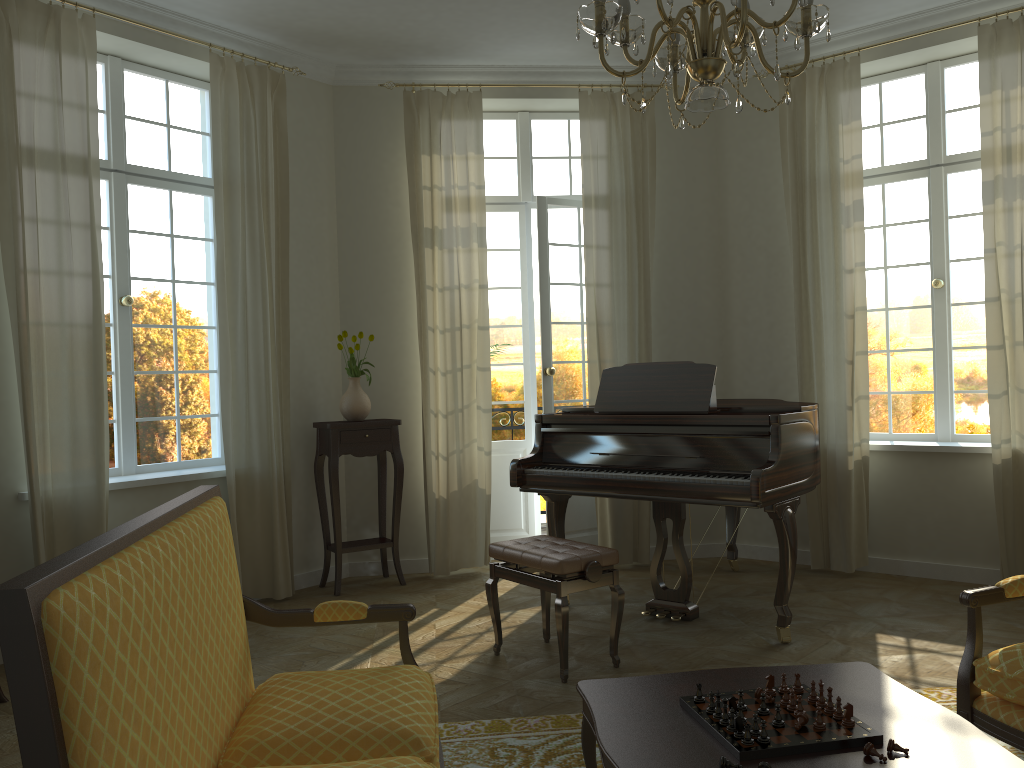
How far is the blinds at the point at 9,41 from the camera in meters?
4.4 m

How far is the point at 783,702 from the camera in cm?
227

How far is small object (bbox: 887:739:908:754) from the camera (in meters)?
2.01

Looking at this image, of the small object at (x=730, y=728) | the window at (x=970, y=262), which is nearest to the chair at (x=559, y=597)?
the small object at (x=730, y=728)

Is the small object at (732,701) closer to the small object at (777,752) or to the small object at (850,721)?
the small object at (777,752)

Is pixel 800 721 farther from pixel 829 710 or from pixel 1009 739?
pixel 1009 739

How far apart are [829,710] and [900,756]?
0.23m

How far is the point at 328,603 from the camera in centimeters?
264cm

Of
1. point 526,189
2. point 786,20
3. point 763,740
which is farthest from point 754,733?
point 526,189

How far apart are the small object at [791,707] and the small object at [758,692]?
0.09m
